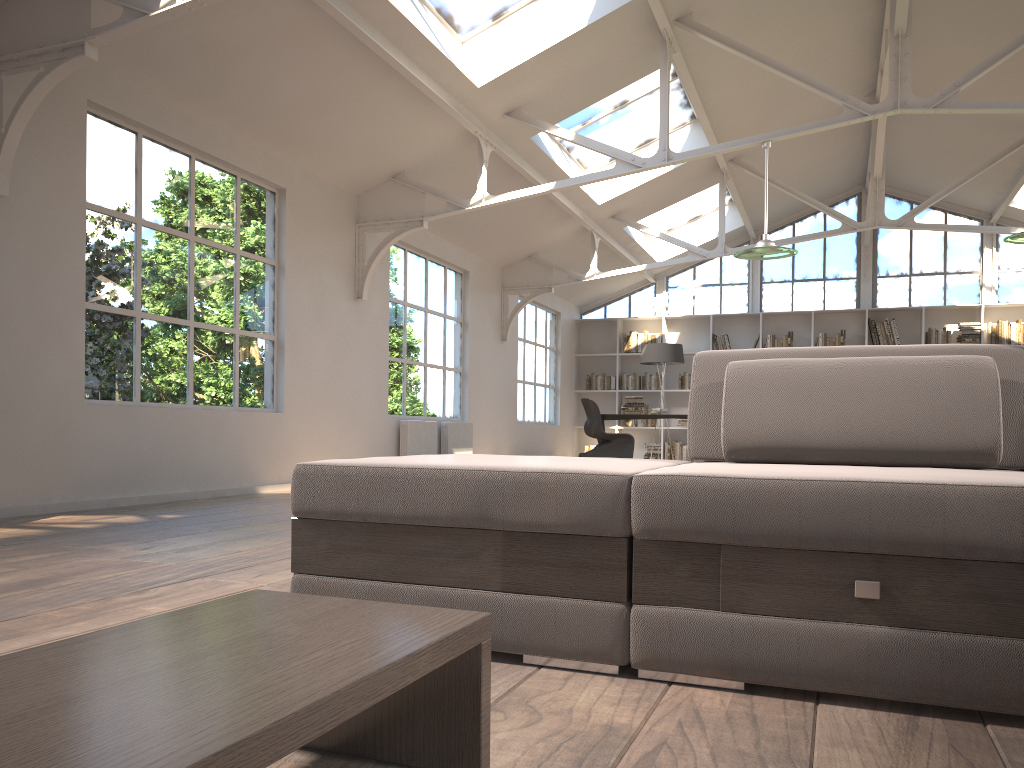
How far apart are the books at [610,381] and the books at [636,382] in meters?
0.2 m

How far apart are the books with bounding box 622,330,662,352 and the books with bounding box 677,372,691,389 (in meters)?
0.69

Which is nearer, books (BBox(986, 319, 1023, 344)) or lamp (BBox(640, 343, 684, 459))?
books (BBox(986, 319, 1023, 344))

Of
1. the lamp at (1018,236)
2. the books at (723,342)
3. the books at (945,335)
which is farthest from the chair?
the lamp at (1018,236)

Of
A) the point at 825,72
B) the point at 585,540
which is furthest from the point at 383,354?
the point at 585,540

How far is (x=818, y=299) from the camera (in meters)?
13.61

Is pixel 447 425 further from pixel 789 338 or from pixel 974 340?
pixel 974 340

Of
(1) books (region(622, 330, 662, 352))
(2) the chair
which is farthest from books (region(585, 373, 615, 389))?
(2) the chair

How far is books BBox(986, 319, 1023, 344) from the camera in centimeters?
1229cm

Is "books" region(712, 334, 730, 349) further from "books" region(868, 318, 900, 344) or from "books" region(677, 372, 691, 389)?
"books" region(868, 318, 900, 344)
